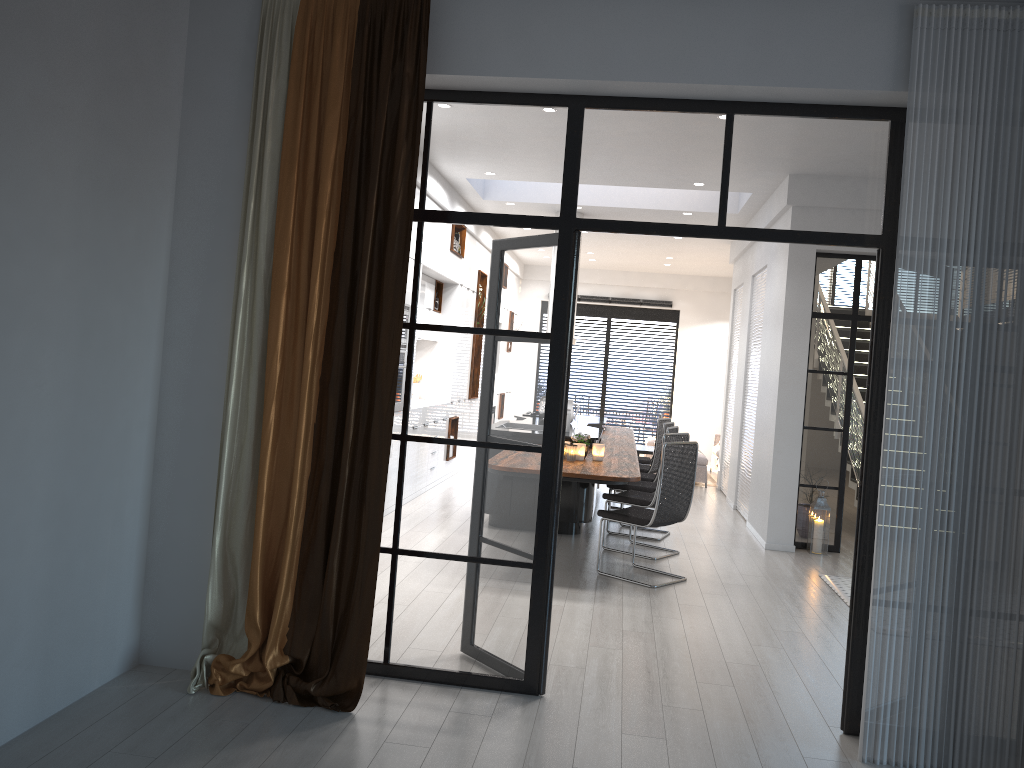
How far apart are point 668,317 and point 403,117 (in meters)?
13.15

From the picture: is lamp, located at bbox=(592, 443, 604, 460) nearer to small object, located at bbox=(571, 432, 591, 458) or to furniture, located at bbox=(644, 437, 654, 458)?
small object, located at bbox=(571, 432, 591, 458)

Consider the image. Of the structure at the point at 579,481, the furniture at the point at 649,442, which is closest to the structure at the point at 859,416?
the structure at the point at 579,481

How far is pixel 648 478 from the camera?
8.7m

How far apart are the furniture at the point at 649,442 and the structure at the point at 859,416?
3.62m

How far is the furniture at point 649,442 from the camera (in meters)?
14.44

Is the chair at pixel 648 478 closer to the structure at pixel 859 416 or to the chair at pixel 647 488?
the chair at pixel 647 488

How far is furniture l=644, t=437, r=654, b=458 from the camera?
14.44m

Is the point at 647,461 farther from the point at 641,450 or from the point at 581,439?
the point at 581,439

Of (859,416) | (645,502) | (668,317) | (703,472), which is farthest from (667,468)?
(668,317)
